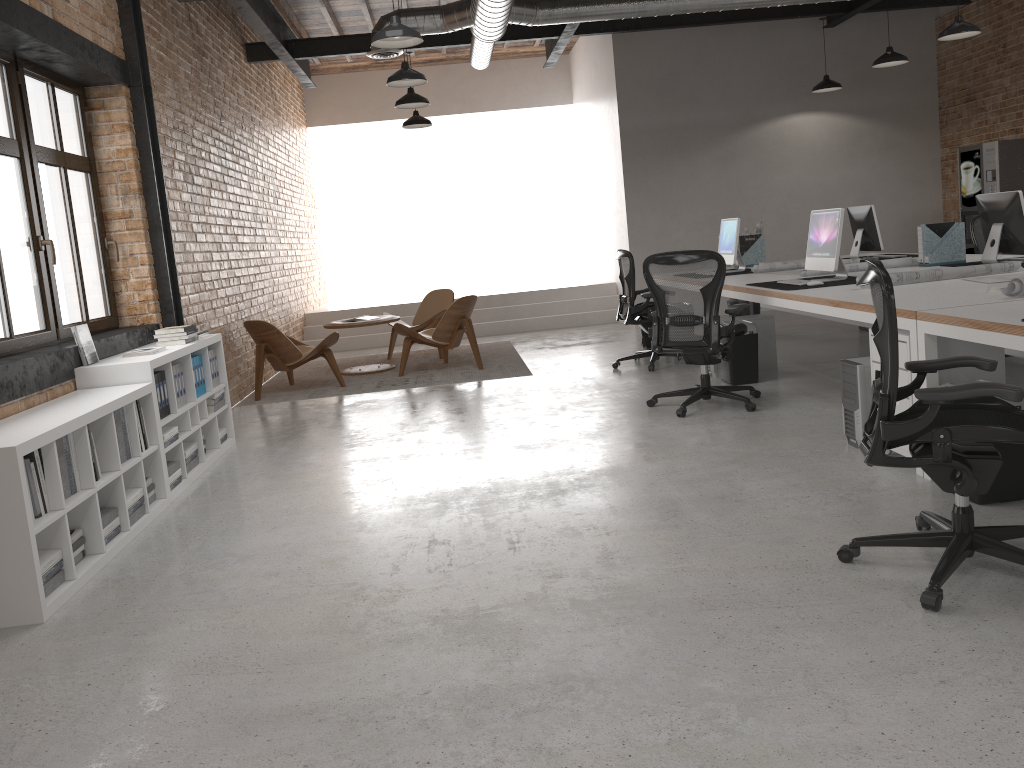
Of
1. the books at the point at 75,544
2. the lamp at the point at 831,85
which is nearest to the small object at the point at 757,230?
the lamp at the point at 831,85

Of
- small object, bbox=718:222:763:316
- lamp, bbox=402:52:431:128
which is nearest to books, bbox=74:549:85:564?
small object, bbox=718:222:763:316

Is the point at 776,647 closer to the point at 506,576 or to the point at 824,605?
the point at 824,605

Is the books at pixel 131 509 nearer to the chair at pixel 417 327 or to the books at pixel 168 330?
the books at pixel 168 330

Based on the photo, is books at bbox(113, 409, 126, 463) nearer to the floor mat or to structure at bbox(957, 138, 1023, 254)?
the floor mat

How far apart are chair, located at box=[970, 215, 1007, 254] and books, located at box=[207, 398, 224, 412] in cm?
685

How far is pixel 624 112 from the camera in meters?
11.2

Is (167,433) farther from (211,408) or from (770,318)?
(770,318)

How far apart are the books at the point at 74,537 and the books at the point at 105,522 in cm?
19

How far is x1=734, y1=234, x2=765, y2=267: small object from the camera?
8.63m
